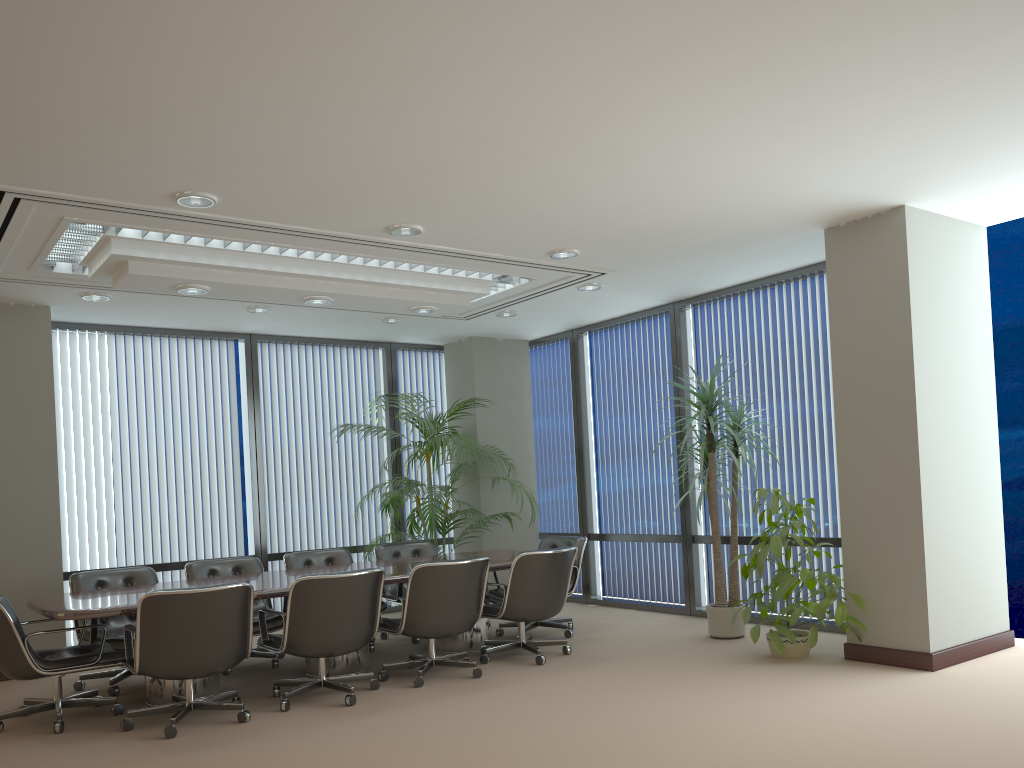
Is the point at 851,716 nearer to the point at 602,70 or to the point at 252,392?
the point at 602,70

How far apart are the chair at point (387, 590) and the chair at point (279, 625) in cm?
108

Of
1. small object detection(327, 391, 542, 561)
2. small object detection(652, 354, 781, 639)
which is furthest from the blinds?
small object detection(652, 354, 781, 639)

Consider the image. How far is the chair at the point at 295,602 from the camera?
5.4m

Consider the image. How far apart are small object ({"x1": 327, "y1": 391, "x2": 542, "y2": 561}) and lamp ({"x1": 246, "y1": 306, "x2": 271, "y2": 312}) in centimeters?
176cm

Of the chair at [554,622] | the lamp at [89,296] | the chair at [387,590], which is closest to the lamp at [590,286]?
the chair at [554,622]

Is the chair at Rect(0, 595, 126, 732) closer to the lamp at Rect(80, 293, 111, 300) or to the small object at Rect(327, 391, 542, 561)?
the lamp at Rect(80, 293, 111, 300)

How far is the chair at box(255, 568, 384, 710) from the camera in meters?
5.4

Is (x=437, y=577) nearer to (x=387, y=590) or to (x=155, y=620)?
(x=155, y=620)

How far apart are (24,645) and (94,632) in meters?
1.0
